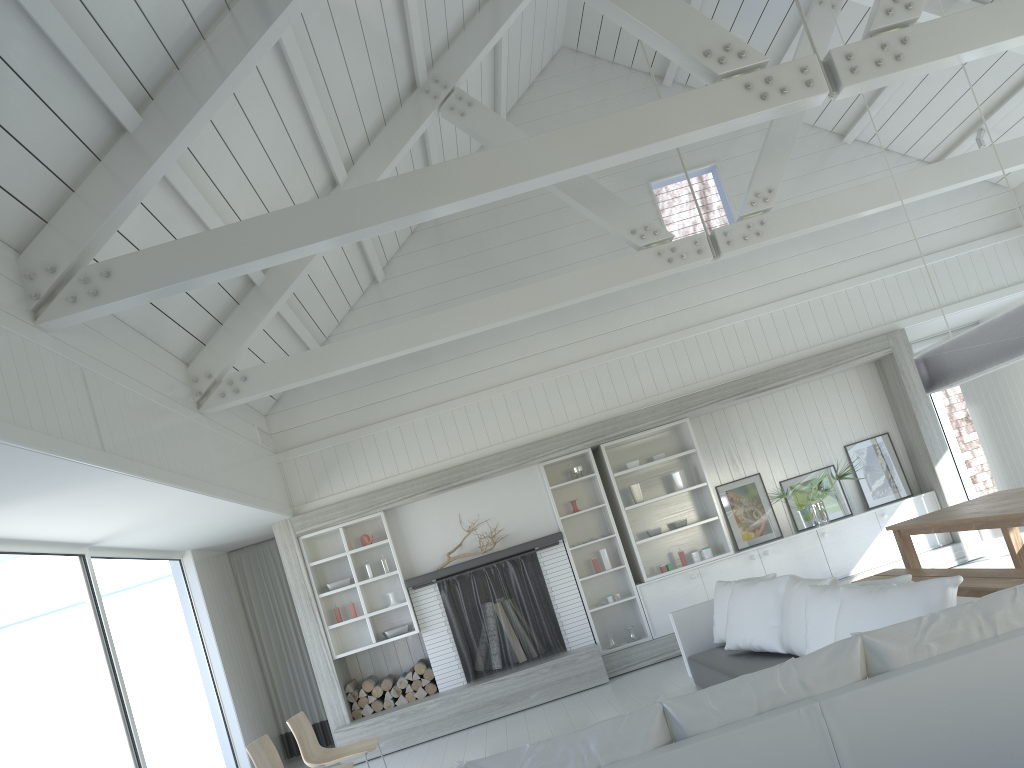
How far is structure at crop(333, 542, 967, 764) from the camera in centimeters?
794cm

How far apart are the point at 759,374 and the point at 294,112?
5.3 meters

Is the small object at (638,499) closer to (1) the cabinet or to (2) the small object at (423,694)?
(1) the cabinet

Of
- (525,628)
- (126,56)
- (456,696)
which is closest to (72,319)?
(126,56)

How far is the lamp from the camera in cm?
511

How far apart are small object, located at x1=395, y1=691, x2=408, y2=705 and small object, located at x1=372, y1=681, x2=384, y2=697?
0.21m

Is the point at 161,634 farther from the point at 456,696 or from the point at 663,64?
the point at 663,64

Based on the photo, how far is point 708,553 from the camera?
8.75m

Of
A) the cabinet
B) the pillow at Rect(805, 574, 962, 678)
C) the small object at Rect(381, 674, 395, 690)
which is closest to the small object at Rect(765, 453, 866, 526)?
the cabinet

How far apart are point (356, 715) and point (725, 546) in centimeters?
393cm
